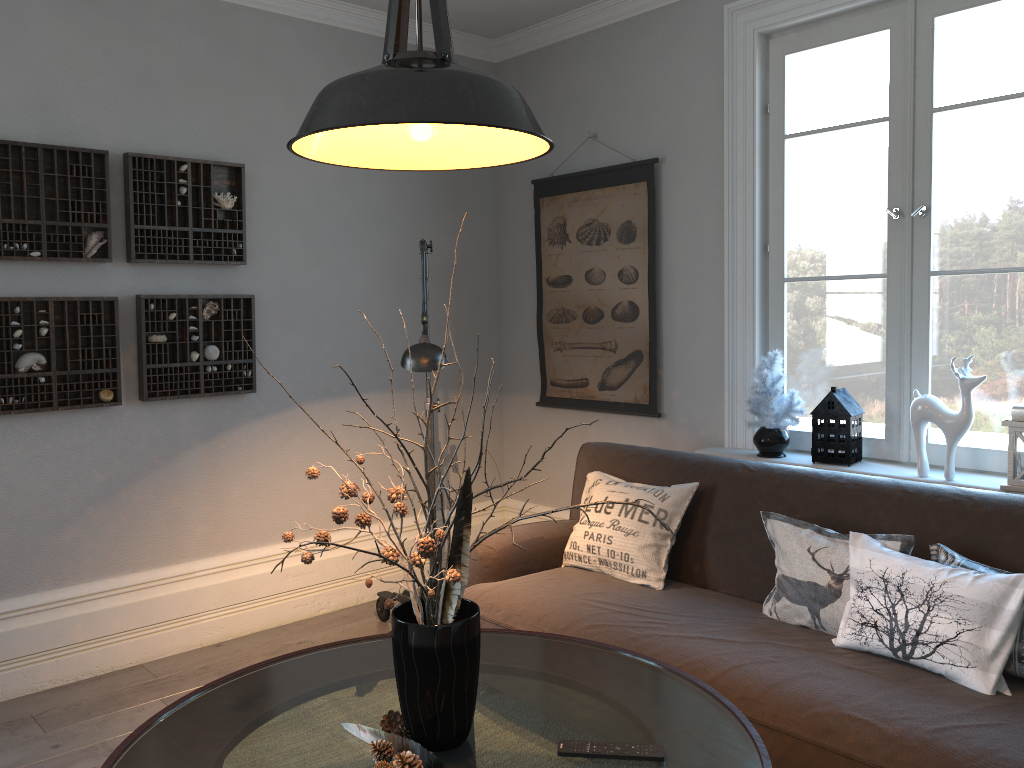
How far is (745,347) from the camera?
3.6m

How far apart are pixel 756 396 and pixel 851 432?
0.4m

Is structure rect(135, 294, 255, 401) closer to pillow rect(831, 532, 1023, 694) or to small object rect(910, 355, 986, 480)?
pillow rect(831, 532, 1023, 694)

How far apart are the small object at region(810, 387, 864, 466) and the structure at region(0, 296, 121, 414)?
2.6 meters

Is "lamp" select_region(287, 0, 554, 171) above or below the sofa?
above

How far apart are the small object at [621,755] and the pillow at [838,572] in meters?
0.9 m

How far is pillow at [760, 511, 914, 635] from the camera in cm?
244

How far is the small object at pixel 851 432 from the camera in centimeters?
317cm

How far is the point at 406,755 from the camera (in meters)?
1.64

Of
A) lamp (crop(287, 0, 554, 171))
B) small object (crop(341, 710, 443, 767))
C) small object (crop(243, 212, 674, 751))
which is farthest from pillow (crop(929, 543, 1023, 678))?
lamp (crop(287, 0, 554, 171))
